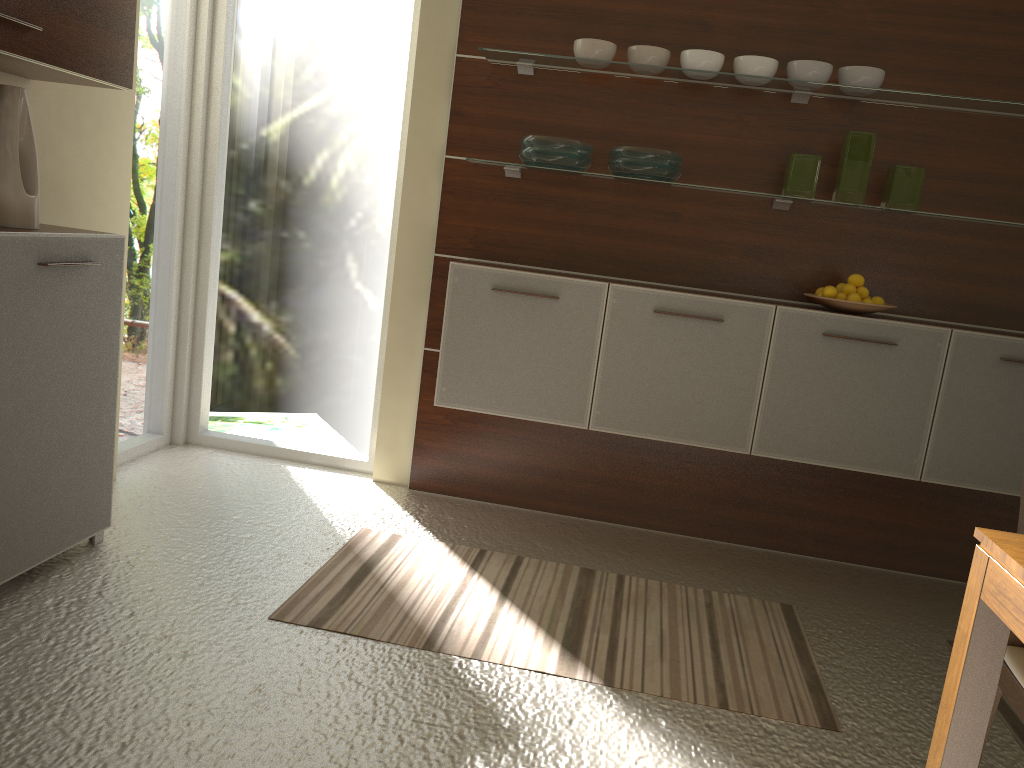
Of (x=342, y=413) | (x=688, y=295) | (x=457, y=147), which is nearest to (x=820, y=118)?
(x=688, y=295)

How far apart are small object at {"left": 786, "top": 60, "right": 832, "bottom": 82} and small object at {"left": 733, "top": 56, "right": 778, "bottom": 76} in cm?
5

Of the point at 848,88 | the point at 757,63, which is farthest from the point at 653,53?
the point at 848,88

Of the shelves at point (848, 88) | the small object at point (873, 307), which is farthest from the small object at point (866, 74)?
the small object at point (873, 307)

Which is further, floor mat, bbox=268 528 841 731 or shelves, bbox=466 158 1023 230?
shelves, bbox=466 158 1023 230

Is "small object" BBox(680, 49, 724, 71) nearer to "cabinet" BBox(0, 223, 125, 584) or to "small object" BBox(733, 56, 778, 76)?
Result: "small object" BBox(733, 56, 778, 76)

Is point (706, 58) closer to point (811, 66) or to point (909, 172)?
point (811, 66)

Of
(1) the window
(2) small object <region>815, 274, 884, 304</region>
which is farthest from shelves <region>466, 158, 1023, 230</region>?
(1) the window

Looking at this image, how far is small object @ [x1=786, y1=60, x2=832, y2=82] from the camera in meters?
3.2 m

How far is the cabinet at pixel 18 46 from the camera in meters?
2.2
